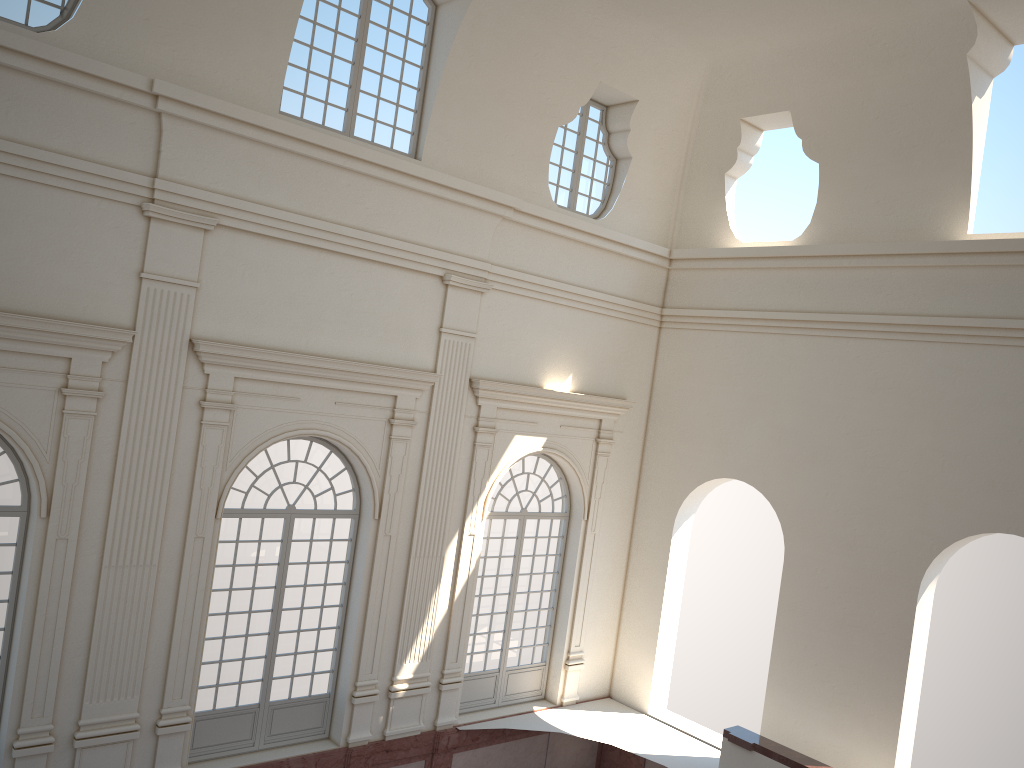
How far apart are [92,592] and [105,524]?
0.8m

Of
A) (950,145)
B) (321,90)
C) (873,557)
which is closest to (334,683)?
(873,557)

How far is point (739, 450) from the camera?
14.6 meters

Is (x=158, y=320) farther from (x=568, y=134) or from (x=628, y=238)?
(x=628, y=238)
